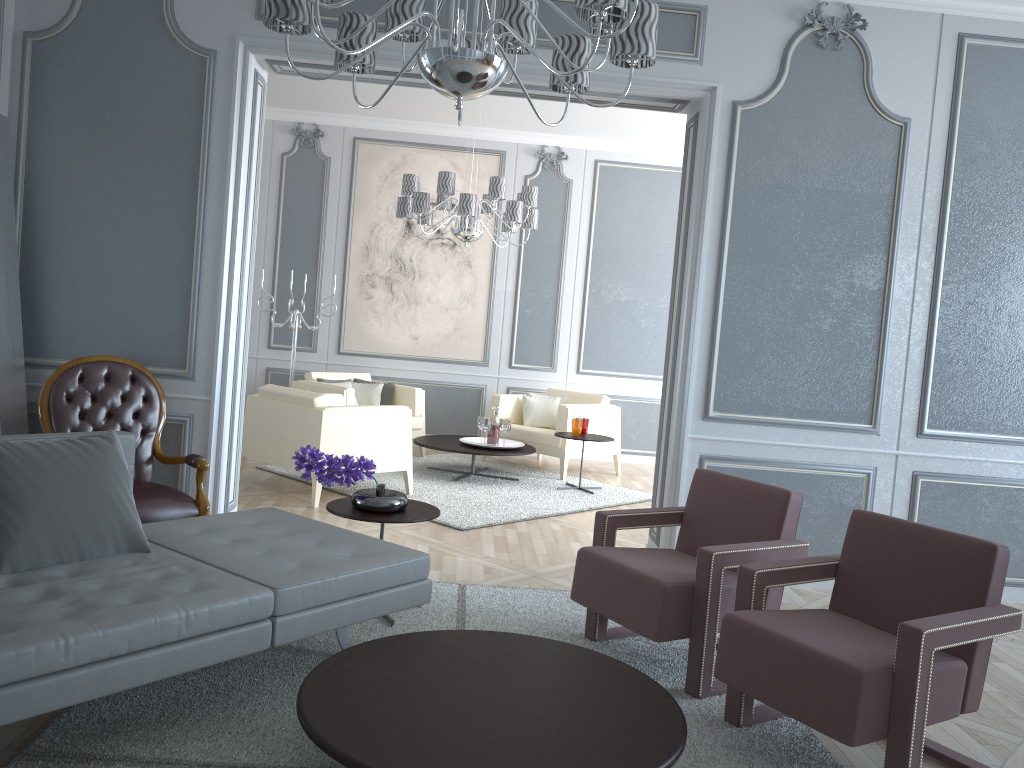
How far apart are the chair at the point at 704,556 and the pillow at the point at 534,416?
3.74m

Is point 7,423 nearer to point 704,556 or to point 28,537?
point 28,537

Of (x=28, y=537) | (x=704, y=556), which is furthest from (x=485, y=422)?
(x=28, y=537)

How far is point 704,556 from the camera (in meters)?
2.70

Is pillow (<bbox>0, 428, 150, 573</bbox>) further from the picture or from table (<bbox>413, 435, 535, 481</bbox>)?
the picture

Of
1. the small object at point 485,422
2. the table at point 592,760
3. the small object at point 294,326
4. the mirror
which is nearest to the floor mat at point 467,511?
the small object at point 485,422

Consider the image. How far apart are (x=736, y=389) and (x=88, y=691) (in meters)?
2.95

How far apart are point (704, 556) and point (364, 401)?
4.6m

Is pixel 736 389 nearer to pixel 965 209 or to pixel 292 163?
pixel 965 209

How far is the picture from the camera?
7.48m
